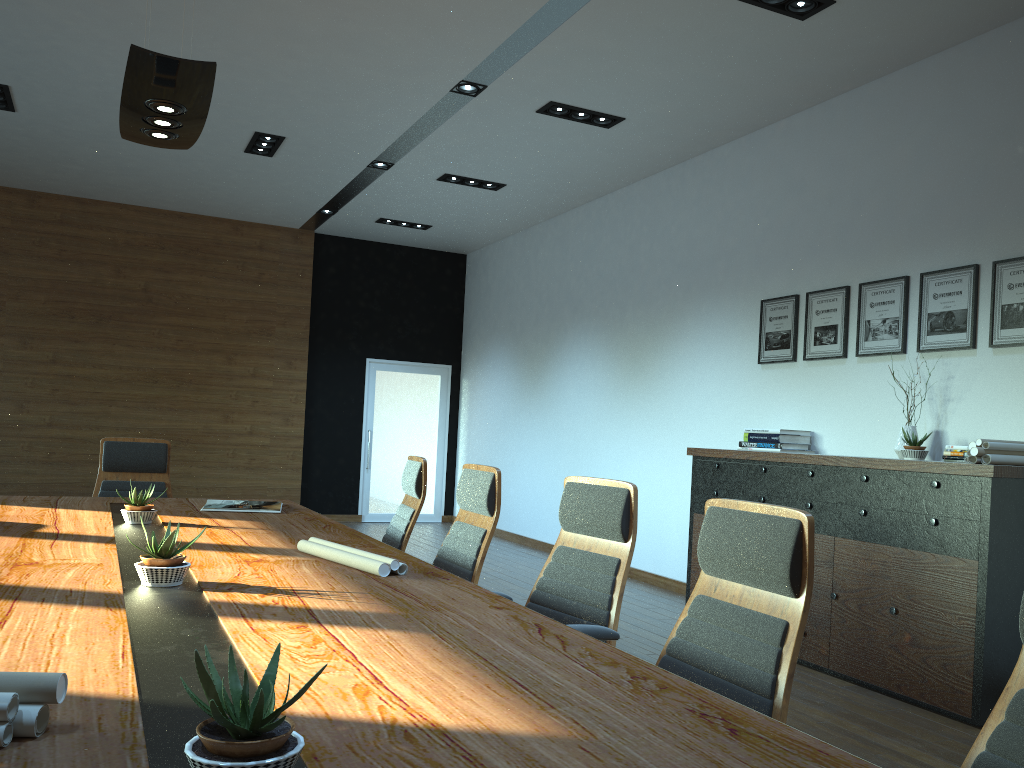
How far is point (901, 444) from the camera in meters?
5.2

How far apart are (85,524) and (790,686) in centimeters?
293cm

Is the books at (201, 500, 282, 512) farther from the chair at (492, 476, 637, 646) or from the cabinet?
the cabinet

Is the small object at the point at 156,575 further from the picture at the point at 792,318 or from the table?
the picture at the point at 792,318

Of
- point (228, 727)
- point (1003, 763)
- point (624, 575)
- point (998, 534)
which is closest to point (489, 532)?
point (624, 575)

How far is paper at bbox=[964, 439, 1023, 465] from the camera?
4.3 meters

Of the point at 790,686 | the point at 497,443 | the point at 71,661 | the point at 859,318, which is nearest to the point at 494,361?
the point at 497,443

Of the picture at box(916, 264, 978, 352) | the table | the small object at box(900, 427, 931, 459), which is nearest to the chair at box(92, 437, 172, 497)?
Answer: the table

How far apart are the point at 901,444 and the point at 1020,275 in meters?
1.1

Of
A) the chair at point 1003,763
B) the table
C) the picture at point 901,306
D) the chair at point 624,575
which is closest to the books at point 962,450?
the picture at point 901,306
